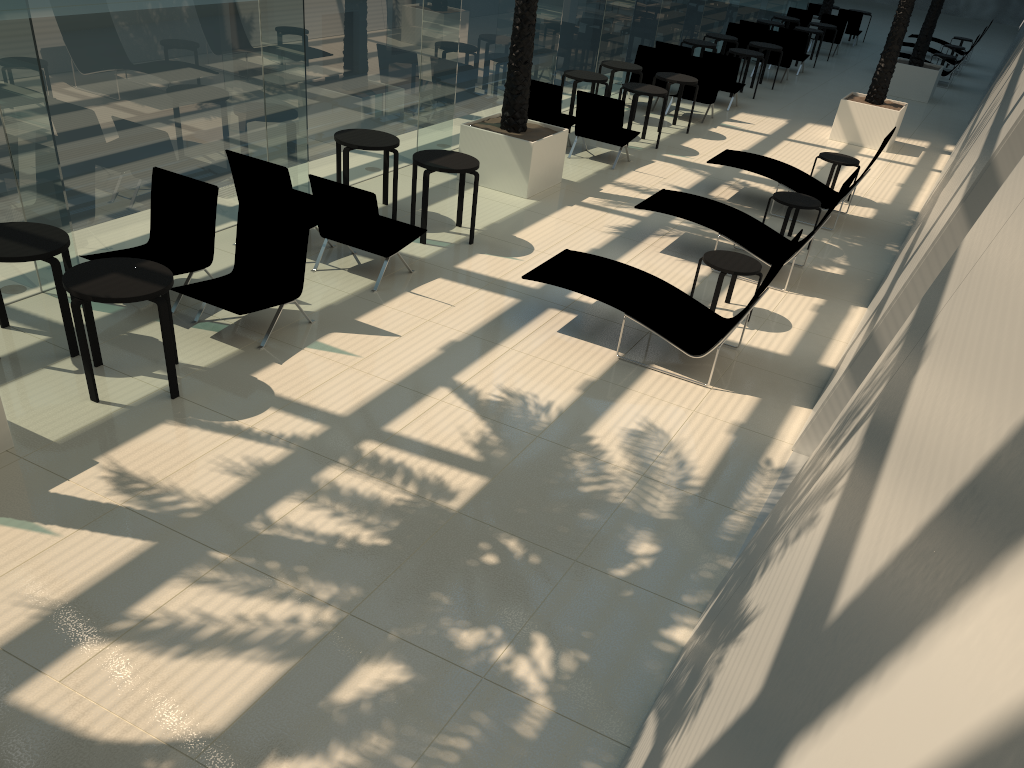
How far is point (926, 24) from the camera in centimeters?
2012cm

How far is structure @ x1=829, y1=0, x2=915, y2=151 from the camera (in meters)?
15.44

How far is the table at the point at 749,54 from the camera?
18.06m

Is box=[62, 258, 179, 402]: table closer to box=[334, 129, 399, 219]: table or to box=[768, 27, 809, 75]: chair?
box=[334, 129, 399, 219]: table

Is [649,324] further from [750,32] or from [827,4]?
[827,4]

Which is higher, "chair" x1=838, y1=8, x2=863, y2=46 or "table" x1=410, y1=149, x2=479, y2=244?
"chair" x1=838, y1=8, x2=863, y2=46

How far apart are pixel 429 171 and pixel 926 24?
16.3m

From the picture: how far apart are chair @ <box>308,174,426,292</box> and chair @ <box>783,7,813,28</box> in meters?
21.3

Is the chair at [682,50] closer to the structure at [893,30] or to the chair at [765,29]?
the structure at [893,30]

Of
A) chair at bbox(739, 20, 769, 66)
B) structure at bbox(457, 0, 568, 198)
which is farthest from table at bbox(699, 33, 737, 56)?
structure at bbox(457, 0, 568, 198)
